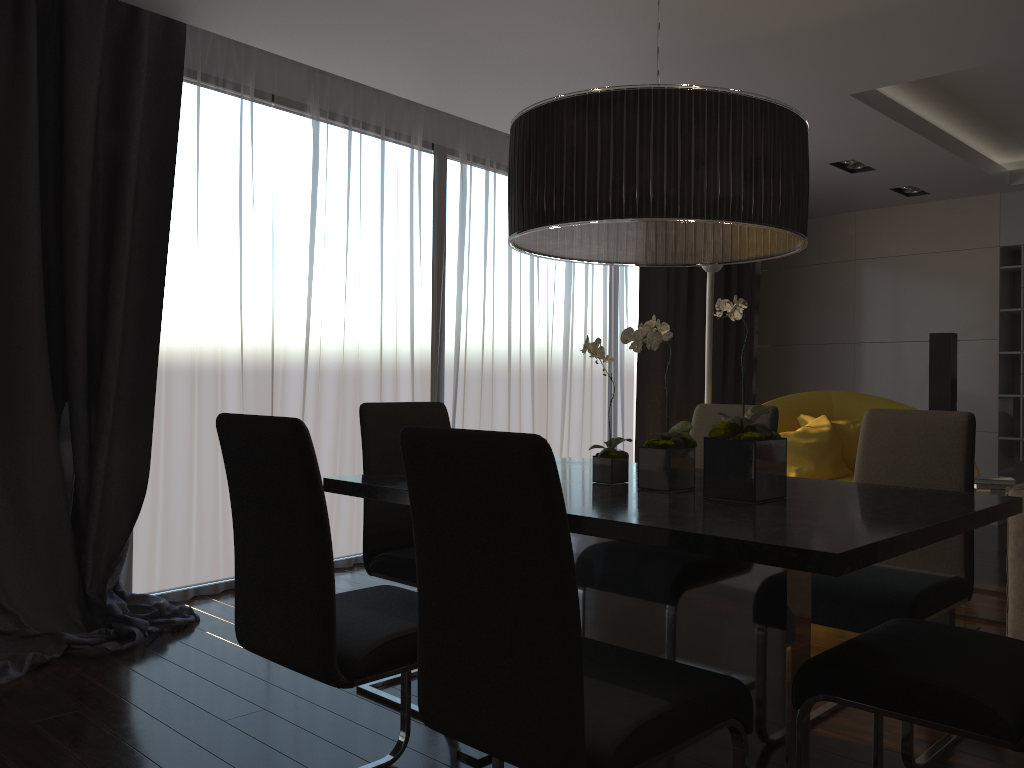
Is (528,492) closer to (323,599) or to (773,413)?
(323,599)

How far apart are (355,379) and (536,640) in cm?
373

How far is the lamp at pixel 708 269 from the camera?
4.7m

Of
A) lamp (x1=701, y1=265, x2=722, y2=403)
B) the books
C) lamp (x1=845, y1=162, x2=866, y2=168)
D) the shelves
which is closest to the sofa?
the books

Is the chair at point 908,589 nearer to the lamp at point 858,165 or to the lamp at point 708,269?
the lamp at point 708,269

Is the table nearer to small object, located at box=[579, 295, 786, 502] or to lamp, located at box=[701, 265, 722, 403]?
small object, located at box=[579, 295, 786, 502]

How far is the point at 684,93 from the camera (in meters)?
1.96

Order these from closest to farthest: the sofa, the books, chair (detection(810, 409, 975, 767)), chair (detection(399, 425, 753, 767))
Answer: chair (detection(399, 425, 753, 767))
chair (detection(810, 409, 975, 767))
the sofa
the books

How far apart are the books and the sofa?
0.7 meters

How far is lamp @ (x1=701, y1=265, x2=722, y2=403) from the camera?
4.7m
